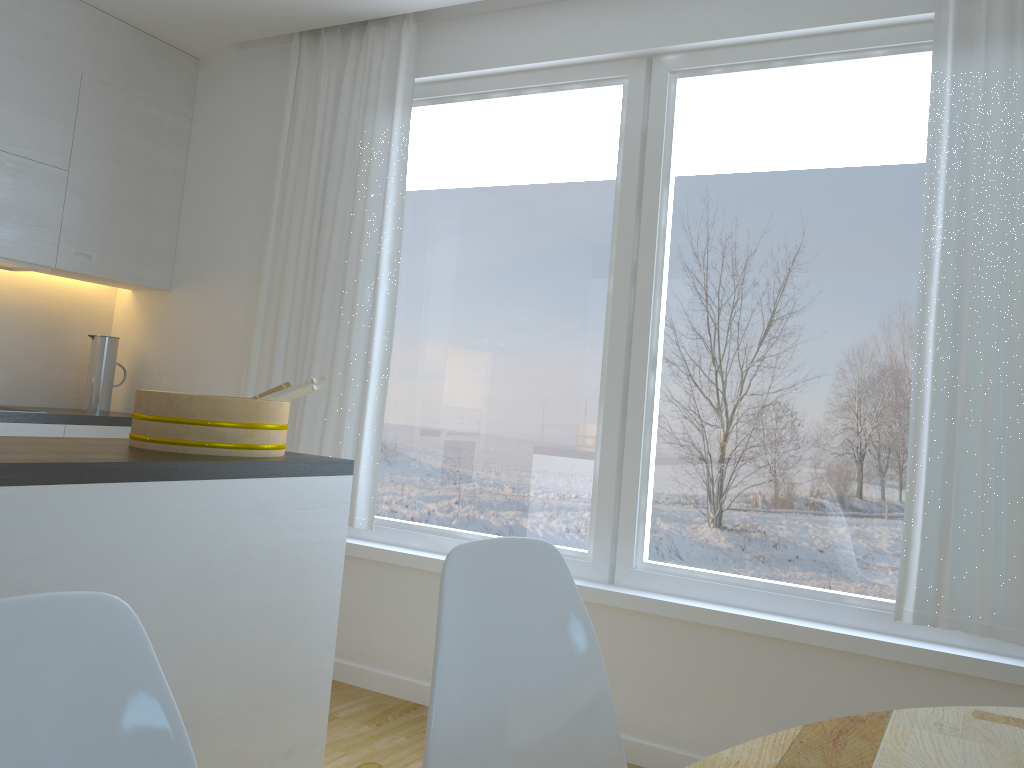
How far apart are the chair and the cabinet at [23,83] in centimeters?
266cm

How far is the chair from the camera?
1.4 meters

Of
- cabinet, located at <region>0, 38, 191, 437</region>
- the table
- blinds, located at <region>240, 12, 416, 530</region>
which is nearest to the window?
blinds, located at <region>240, 12, 416, 530</region>

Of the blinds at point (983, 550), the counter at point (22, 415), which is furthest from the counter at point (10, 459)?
the blinds at point (983, 550)

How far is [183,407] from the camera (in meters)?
2.08

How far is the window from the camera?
2.8 meters

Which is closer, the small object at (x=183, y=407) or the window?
the small object at (x=183, y=407)

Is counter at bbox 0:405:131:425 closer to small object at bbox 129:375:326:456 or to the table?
small object at bbox 129:375:326:456

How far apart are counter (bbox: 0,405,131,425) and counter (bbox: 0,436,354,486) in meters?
1.4 m

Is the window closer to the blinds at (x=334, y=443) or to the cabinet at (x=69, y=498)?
the blinds at (x=334, y=443)
